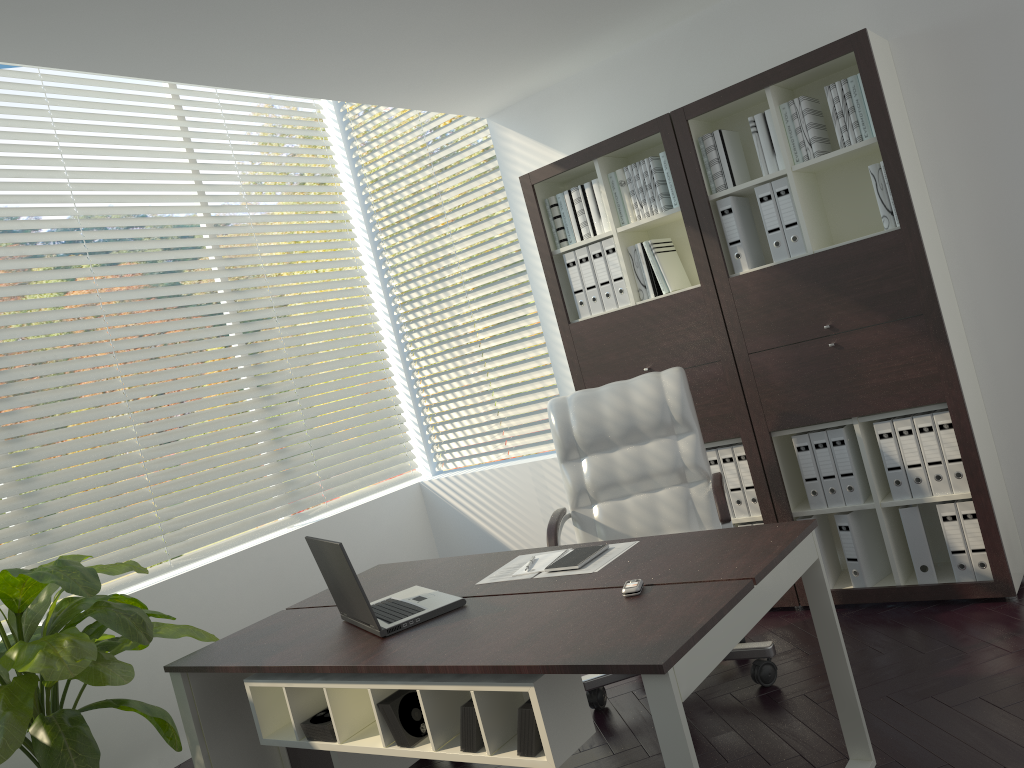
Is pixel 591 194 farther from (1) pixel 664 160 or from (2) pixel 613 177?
(1) pixel 664 160

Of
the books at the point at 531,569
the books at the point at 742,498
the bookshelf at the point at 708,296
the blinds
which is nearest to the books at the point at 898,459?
the bookshelf at the point at 708,296

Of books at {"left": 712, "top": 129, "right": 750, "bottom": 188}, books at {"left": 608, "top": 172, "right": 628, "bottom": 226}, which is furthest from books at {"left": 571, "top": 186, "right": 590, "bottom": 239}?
books at {"left": 712, "top": 129, "right": 750, "bottom": 188}

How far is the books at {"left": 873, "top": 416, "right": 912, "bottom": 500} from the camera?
3.5 meters

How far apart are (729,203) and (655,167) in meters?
0.4

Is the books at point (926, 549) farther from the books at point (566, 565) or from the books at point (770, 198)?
the books at point (566, 565)

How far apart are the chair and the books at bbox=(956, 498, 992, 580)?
0.9m

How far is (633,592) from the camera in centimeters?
223cm

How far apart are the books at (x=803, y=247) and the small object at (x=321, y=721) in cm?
248

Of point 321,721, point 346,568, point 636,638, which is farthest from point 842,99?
point 321,721
